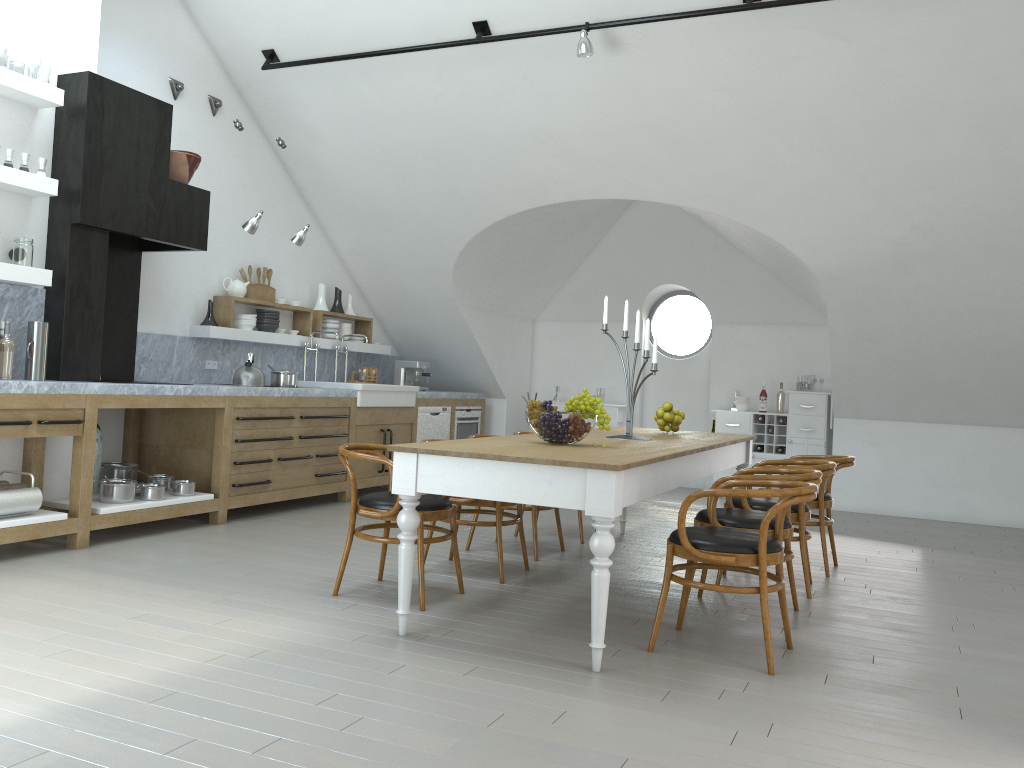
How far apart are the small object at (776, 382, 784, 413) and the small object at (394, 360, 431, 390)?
3.78m

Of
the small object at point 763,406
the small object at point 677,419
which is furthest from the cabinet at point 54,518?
the small object at point 763,406

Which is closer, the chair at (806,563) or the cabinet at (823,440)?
the chair at (806,563)

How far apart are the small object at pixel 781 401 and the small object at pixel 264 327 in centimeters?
521cm

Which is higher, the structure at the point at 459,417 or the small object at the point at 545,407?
the small object at the point at 545,407

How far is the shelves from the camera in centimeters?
497cm

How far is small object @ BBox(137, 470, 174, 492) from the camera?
6.07m

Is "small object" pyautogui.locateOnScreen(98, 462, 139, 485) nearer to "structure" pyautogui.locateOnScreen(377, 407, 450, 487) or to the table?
"structure" pyautogui.locateOnScreen(377, 407, 450, 487)

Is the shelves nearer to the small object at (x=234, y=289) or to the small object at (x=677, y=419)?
the small object at (x=234, y=289)

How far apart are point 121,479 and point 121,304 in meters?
1.4 m
